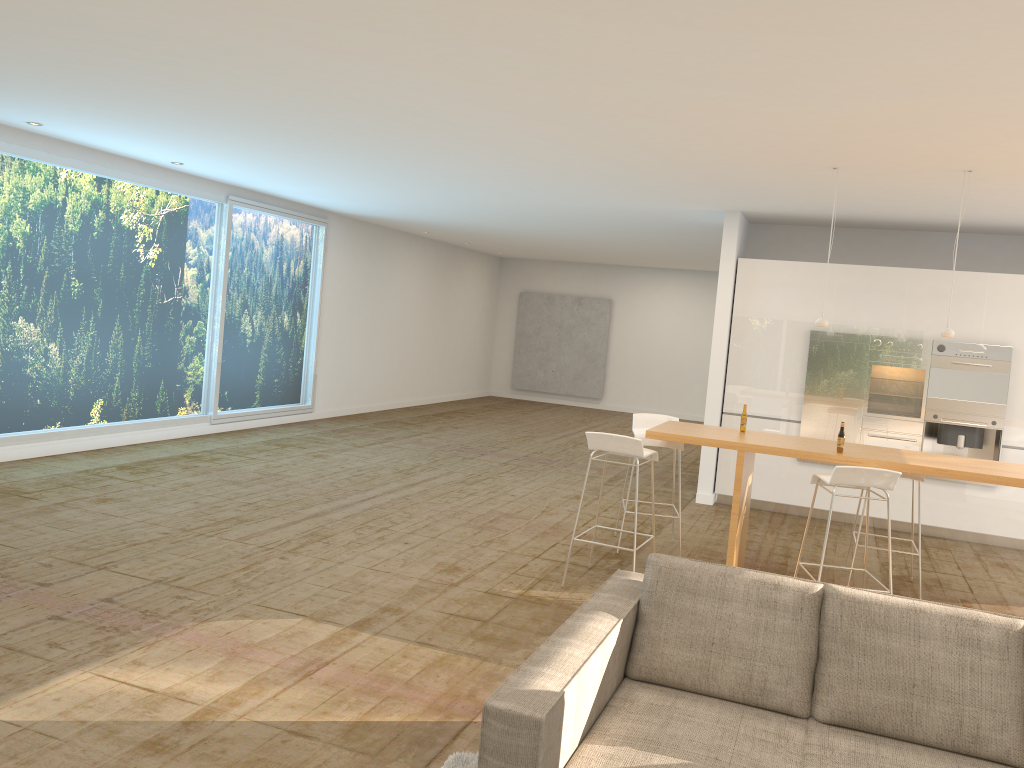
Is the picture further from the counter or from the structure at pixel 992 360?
the counter

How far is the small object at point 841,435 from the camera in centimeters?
566cm

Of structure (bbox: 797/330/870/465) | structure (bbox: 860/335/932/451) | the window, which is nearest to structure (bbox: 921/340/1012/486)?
structure (bbox: 860/335/932/451)

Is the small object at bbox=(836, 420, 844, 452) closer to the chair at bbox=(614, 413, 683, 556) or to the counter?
the counter

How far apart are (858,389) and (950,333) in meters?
2.6

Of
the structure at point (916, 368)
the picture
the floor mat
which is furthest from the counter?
the picture

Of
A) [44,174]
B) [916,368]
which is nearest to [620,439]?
[916,368]

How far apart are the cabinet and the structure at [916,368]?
0.1m

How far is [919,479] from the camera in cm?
622

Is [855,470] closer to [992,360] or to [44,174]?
[992,360]
